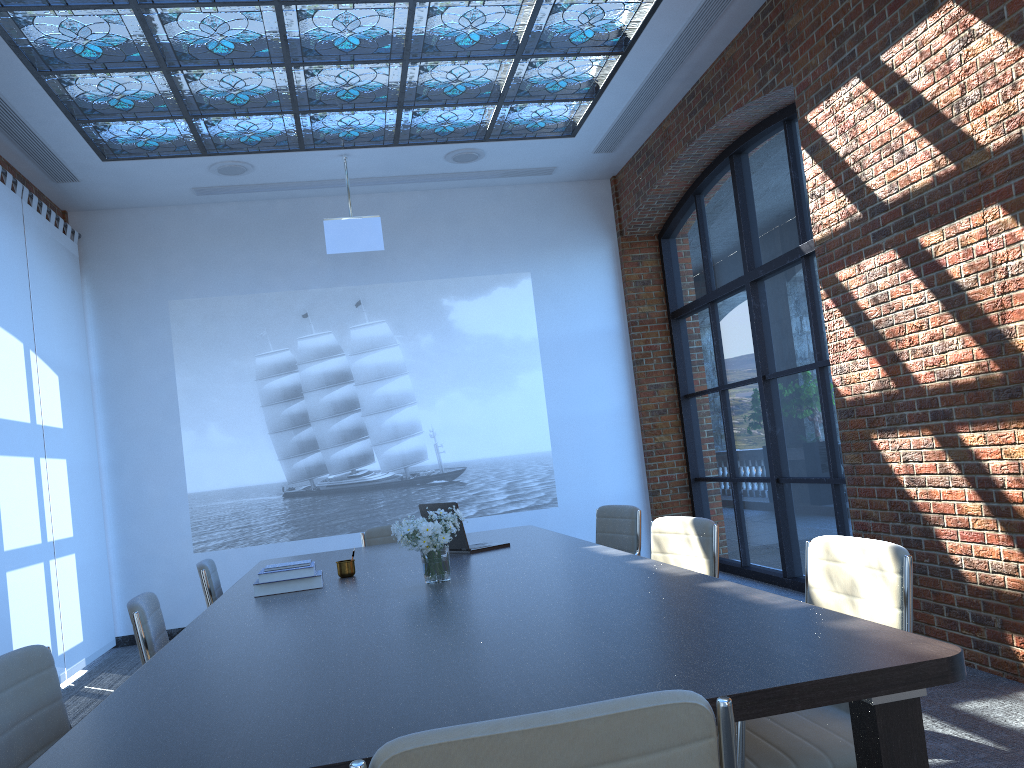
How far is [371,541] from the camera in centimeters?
603cm

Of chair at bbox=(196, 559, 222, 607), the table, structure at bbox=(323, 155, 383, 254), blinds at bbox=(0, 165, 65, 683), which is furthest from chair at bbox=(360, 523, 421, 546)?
structure at bbox=(323, 155, 383, 254)

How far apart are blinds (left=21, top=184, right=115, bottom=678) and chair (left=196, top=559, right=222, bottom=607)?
2.5m

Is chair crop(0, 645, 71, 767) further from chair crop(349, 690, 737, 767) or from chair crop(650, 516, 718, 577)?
chair crop(650, 516, 718, 577)

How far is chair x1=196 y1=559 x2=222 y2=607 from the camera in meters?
4.5 m

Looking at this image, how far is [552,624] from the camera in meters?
2.5

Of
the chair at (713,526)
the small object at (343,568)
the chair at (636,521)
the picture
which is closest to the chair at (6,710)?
the small object at (343,568)

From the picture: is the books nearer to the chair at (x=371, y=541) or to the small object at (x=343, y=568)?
the small object at (x=343, y=568)

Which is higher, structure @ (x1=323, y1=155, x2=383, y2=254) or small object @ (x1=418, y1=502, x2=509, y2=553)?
structure @ (x1=323, y1=155, x2=383, y2=254)

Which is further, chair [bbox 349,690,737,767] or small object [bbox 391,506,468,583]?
small object [bbox 391,506,468,583]
